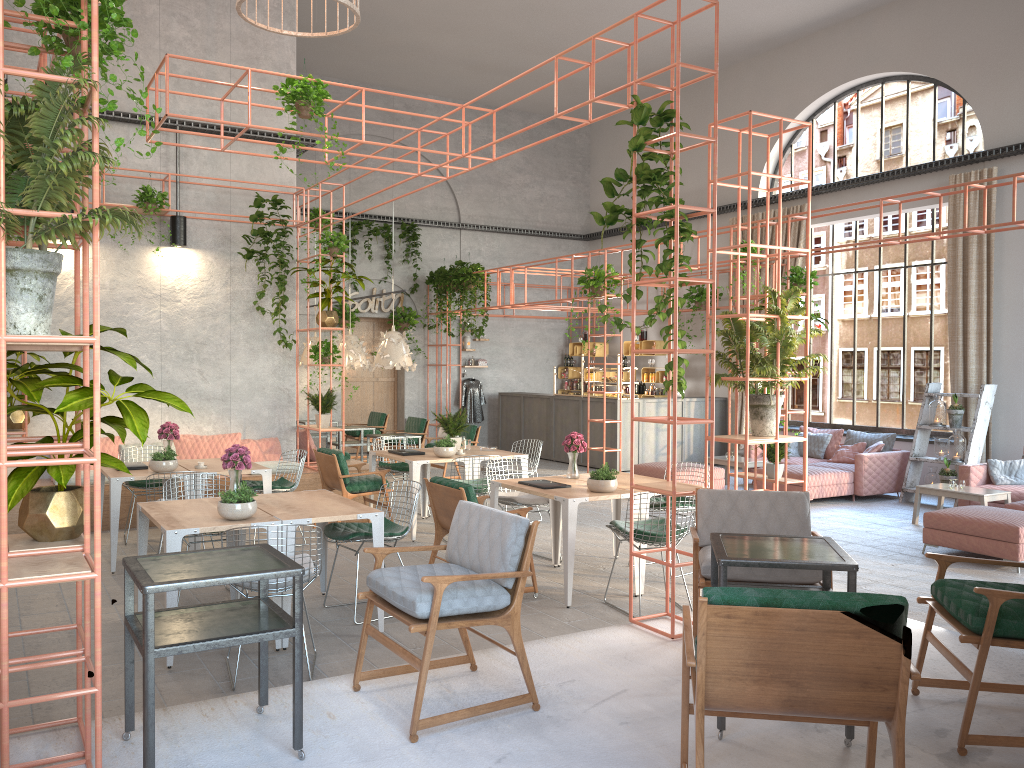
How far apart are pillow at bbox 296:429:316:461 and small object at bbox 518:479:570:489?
5.3 meters

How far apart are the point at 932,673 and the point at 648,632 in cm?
158

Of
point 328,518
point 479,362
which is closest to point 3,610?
point 328,518

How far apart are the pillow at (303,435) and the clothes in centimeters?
679cm

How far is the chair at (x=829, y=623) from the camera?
2.78m

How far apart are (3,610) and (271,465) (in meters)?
7.62

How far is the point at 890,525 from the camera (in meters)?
10.23

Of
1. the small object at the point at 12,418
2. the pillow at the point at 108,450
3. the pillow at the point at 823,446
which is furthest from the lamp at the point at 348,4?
the pillow at the point at 823,446

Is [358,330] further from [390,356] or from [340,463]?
[340,463]

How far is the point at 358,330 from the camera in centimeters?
1789cm
